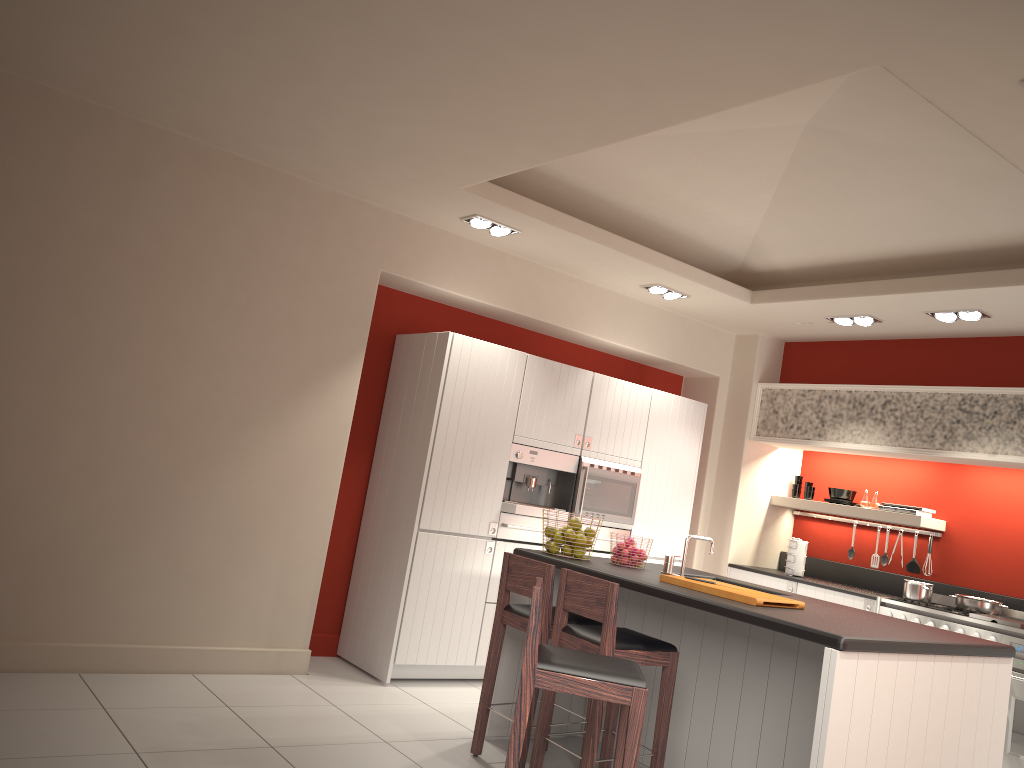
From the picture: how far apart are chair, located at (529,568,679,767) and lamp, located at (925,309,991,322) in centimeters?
337cm

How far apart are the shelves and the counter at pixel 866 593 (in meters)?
0.59

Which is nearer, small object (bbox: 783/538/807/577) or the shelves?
the shelves

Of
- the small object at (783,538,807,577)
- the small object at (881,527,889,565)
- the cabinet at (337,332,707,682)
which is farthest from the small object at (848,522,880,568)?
the cabinet at (337,332,707,682)

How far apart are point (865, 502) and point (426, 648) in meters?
3.8

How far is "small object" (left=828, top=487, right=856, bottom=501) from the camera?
7.41m

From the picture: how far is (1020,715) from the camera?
5.5 meters

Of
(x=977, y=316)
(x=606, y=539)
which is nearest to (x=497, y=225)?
(x=606, y=539)

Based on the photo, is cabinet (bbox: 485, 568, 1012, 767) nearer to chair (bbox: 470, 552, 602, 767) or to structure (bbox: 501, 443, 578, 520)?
chair (bbox: 470, 552, 602, 767)

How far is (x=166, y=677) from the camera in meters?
4.9 m
